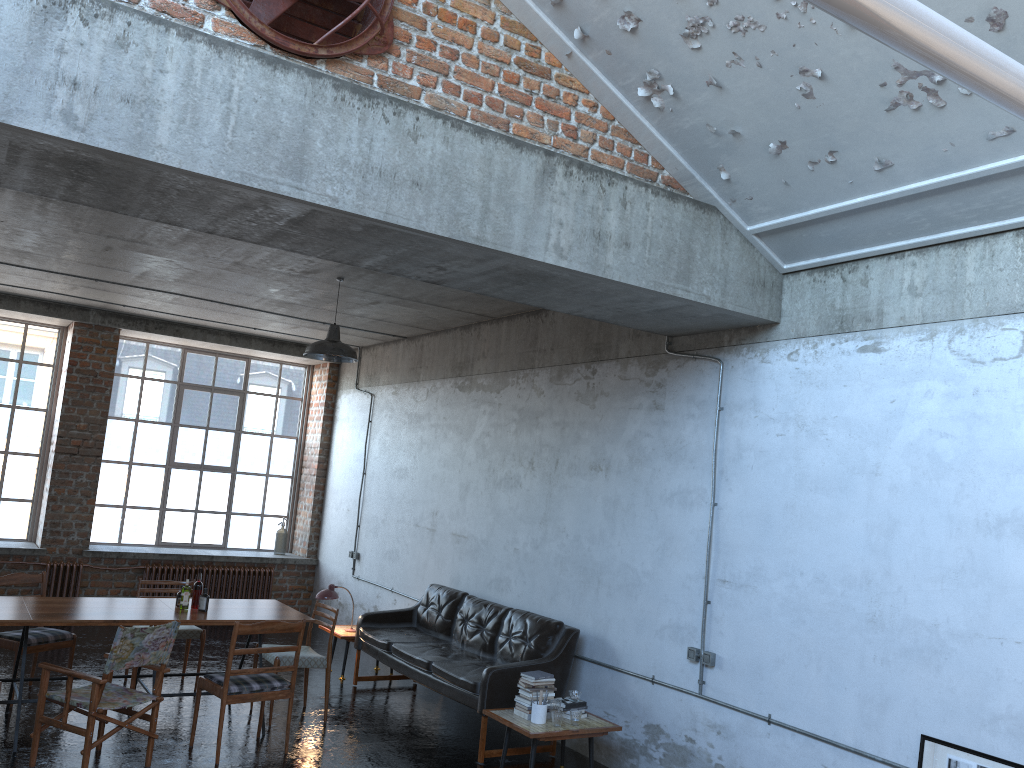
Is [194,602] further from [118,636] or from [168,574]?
[168,574]

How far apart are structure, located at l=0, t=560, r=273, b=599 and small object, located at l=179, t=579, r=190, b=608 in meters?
4.8 m

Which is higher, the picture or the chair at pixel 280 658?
the picture

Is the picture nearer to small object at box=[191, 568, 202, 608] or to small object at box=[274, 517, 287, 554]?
small object at box=[191, 568, 202, 608]

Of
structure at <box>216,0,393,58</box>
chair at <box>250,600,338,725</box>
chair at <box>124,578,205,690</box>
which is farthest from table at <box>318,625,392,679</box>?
structure at <box>216,0,393,58</box>

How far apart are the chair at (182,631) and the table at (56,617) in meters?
0.7 m

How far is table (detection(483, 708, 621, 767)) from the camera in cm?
617

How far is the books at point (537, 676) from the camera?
6.57m

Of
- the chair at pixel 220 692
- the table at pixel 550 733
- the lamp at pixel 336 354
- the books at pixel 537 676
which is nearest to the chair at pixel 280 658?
the chair at pixel 220 692

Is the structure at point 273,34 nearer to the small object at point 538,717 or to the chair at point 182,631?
the small object at point 538,717
